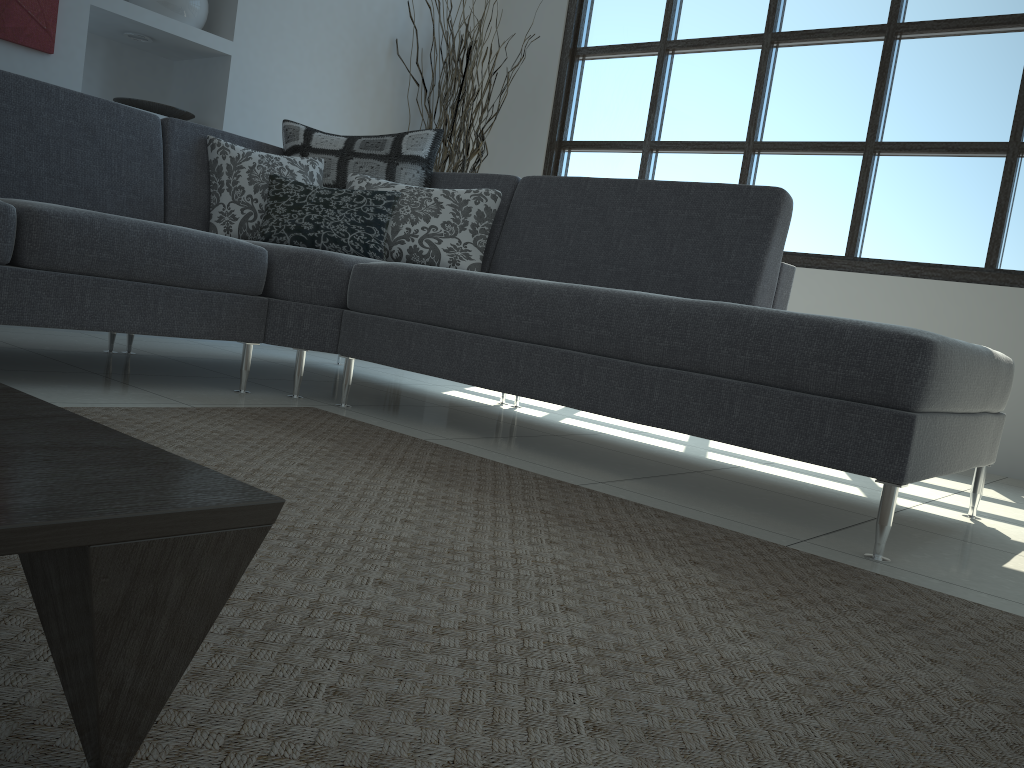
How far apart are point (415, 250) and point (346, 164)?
0.5 meters

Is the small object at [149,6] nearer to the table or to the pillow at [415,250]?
the pillow at [415,250]

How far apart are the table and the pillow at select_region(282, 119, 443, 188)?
2.5m

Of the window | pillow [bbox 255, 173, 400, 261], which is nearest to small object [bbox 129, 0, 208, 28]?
pillow [bbox 255, 173, 400, 261]

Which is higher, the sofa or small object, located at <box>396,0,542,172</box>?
small object, located at <box>396,0,542,172</box>

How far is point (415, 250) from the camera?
3.1 meters

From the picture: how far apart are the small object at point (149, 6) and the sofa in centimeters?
99cm

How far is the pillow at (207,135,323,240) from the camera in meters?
3.2 m

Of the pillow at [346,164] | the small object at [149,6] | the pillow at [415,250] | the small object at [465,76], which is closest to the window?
the small object at [465,76]

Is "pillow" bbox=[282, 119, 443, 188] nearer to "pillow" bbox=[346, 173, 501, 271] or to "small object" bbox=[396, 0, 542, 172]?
"pillow" bbox=[346, 173, 501, 271]
